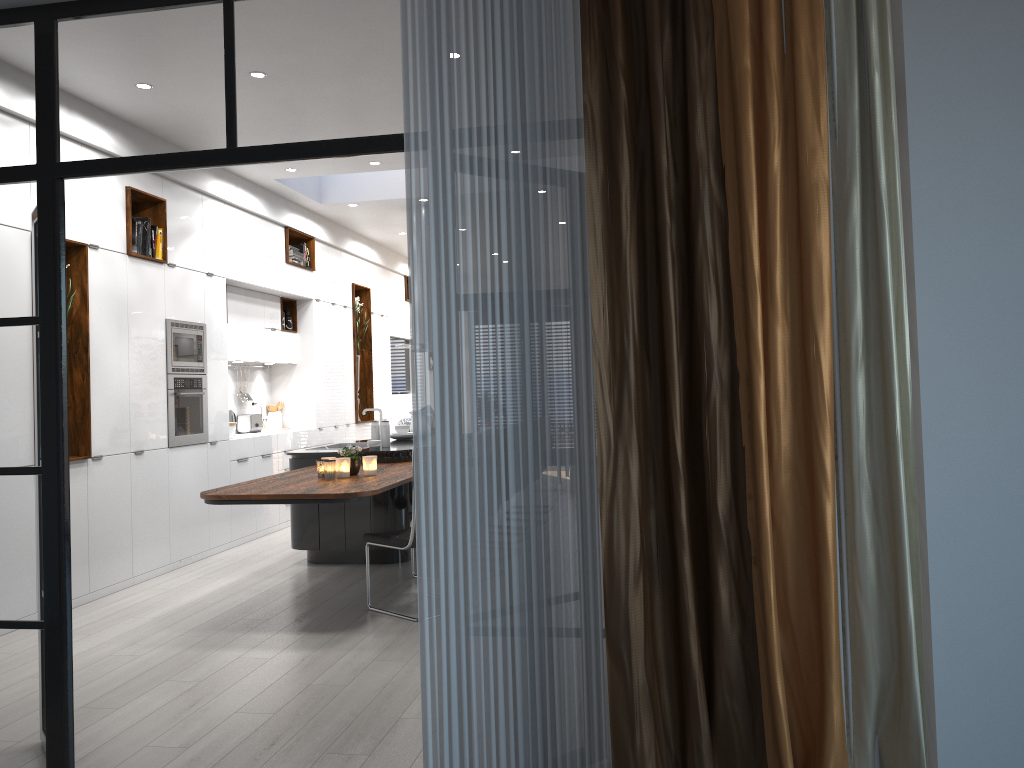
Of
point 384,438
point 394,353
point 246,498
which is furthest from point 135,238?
point 394,353

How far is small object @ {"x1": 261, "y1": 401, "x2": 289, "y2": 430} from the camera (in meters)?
9.67

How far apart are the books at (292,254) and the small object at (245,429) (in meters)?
1.70

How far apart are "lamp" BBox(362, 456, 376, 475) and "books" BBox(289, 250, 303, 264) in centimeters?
420cm

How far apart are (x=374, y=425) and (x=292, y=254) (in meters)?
2.94

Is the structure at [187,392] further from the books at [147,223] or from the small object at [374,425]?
the small object at [374,425]

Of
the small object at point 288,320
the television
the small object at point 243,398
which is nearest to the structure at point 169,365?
the small object at point 243,398

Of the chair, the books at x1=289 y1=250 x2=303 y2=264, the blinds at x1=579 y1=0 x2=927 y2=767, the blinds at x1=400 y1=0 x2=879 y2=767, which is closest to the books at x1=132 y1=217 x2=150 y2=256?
the books at x1=289 y1=250 x2=303 y2=264

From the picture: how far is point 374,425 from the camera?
7.2m

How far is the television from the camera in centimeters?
1298cm
